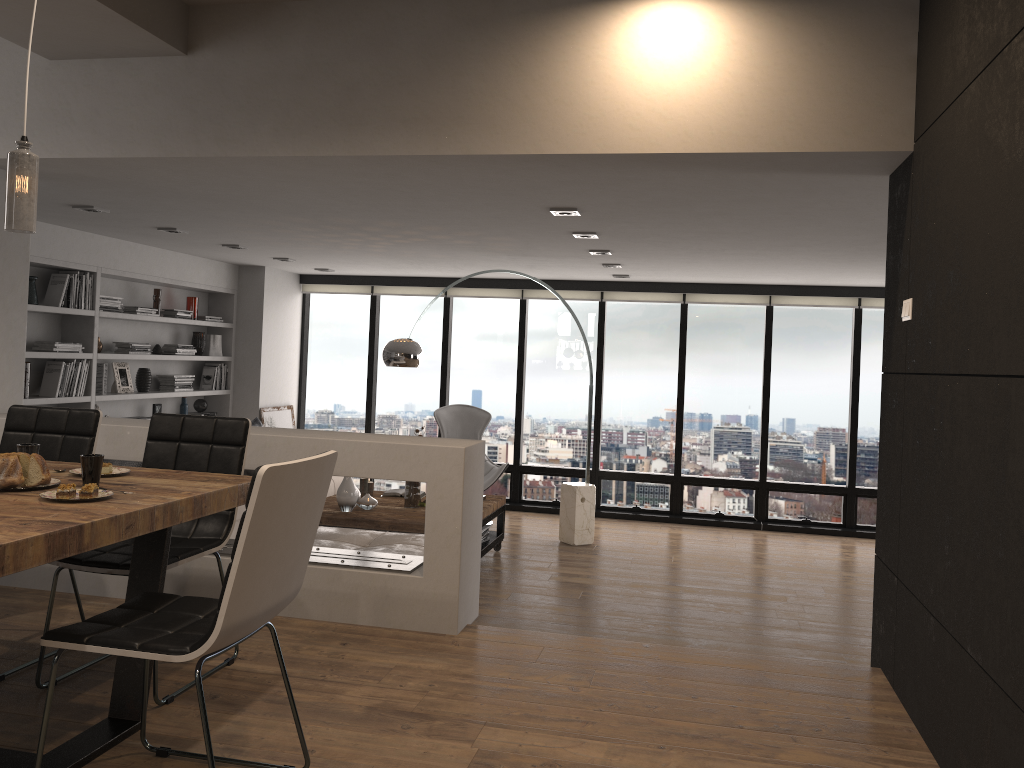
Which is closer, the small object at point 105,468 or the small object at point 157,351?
the small object at point 105,468

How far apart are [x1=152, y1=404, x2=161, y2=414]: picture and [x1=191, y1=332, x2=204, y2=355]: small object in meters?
0.7

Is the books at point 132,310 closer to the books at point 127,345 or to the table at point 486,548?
the books at point 127,345

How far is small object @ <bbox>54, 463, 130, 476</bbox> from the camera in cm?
288

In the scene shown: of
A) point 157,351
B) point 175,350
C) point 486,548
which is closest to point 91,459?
point 486,548

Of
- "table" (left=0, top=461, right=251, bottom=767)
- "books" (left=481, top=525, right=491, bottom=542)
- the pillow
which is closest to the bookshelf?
the pillow

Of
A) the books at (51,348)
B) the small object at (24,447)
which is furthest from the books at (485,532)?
the small object at (24,447)

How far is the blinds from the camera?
8.7m

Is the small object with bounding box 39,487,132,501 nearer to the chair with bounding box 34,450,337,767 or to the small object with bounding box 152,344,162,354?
the chair with bounding box 34,450,337,767

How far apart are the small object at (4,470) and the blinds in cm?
701
